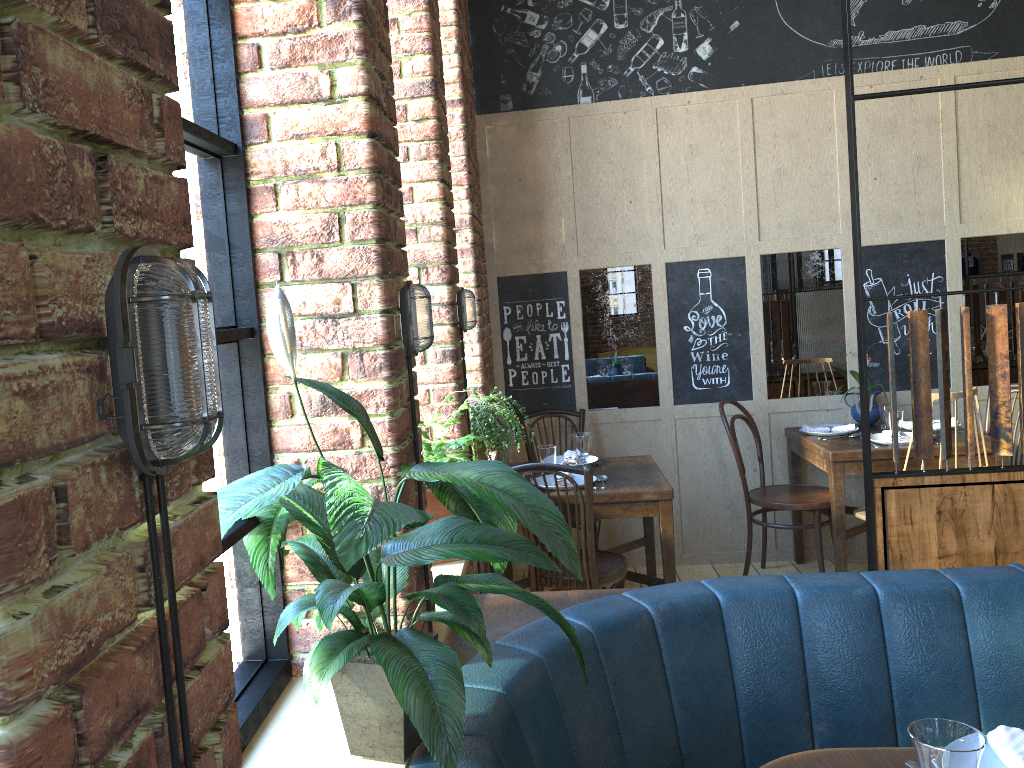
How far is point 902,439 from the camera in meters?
4.1 m

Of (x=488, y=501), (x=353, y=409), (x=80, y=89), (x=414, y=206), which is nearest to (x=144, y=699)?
(x=80, y=89)

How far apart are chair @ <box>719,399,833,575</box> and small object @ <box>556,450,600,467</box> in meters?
0.7

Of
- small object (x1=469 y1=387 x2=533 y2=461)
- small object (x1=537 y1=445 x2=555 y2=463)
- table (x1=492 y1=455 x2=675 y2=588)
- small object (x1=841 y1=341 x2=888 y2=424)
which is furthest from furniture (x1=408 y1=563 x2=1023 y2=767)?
small object (x1=841 y1=341 x2=888 y2=424)

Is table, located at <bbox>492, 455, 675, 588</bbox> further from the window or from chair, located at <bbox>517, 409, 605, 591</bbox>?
the window

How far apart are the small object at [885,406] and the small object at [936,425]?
0.13m

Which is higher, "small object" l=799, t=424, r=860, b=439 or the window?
the window

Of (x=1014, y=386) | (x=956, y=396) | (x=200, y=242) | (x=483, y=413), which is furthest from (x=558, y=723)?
(x=1014, y=386)

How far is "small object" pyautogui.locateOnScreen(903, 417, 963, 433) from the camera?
4.4m

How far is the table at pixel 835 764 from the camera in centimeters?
160cm
